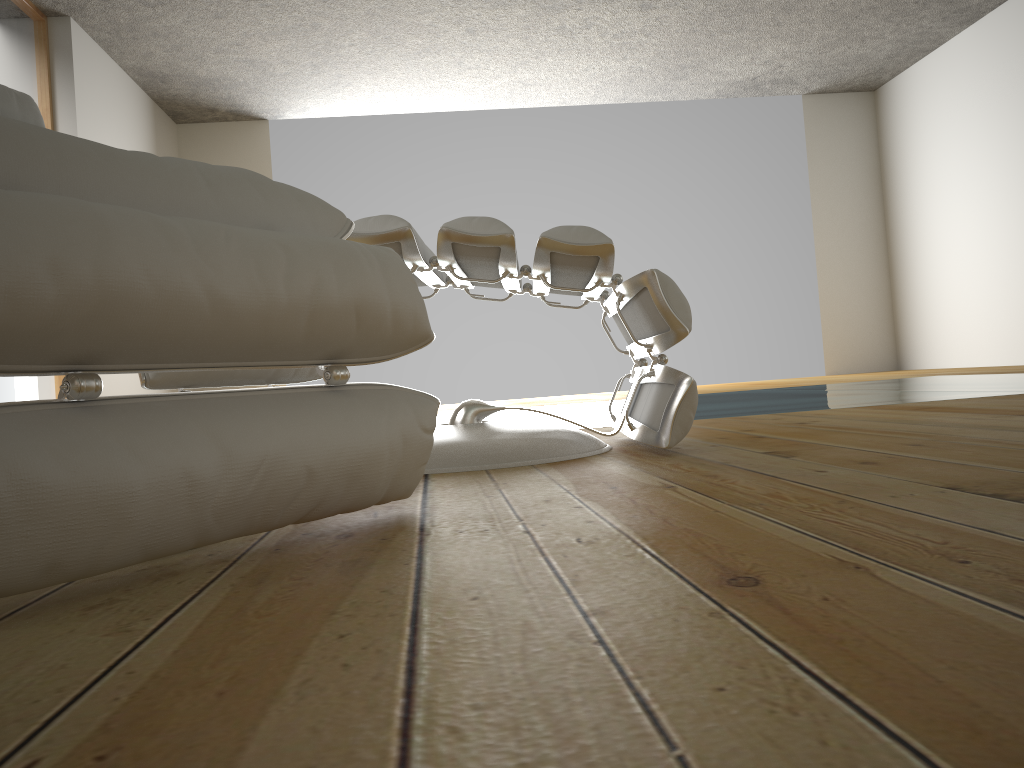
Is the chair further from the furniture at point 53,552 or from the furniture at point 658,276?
the furniture at point 53,552

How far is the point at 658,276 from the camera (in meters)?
1.41

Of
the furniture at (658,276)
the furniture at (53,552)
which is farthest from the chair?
the furniture at (53,552)

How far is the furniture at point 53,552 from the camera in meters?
0.6

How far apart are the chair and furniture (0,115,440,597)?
0.6 meters

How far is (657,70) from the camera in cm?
675

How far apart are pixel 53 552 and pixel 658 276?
1.0 meters

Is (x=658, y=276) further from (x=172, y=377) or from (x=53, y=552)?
(x=53, y=552)

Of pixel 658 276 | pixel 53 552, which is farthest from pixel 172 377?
pixel 53 552

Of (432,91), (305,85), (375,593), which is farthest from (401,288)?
(432,91)
